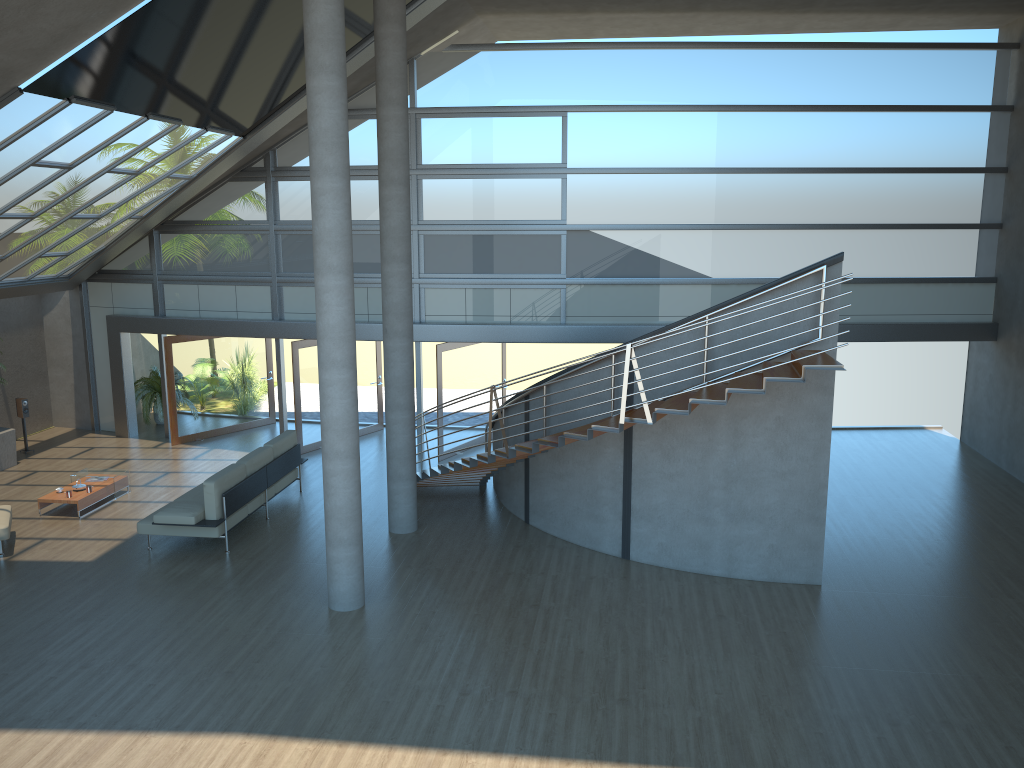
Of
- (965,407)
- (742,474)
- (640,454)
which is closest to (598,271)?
(640,454)

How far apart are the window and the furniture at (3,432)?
2.4 meters

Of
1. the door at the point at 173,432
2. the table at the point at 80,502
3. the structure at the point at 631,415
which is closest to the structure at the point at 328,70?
the structure at the point at 631,415

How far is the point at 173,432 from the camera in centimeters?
1592cm

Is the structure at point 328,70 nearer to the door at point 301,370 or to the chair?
the chair

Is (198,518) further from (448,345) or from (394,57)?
(394,57)

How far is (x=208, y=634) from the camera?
8.7 meters

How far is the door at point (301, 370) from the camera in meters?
15.2 m

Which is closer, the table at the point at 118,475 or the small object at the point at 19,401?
the table at the point at 118,475

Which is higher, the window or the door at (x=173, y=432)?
the window
